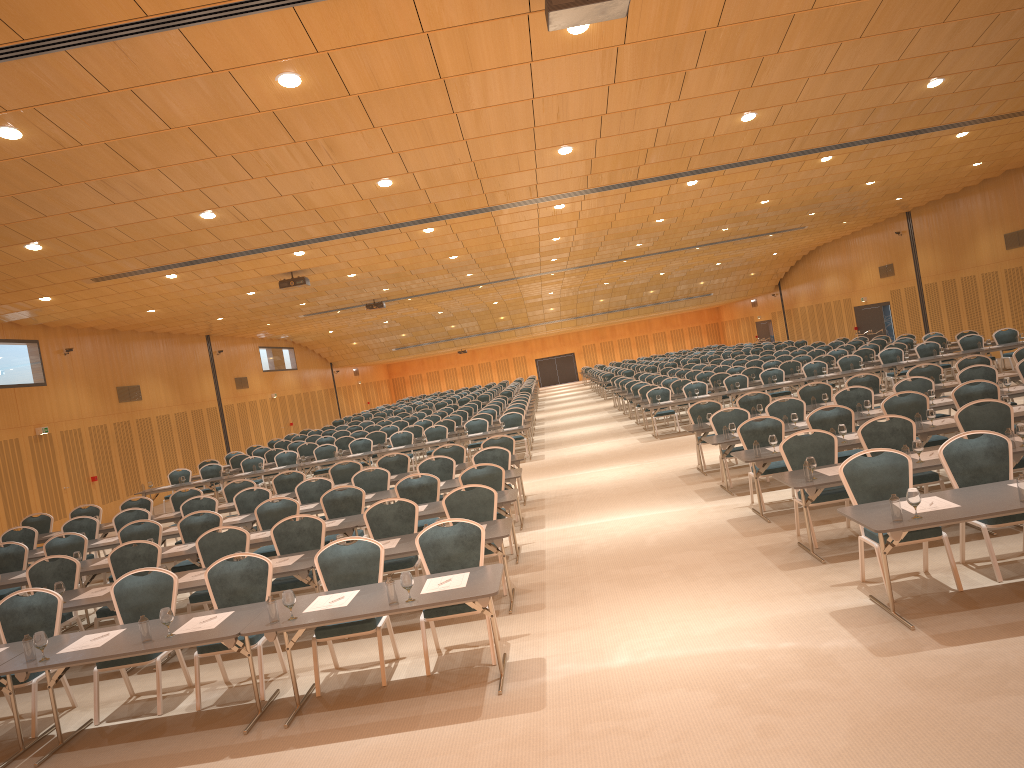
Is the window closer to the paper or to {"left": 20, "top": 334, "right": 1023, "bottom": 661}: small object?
{"left": 20, "top": 334, "right": 1023, "bottom": 661}: small object

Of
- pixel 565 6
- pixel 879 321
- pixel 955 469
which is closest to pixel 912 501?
pixel 955 469

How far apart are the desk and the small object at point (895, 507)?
0.0m

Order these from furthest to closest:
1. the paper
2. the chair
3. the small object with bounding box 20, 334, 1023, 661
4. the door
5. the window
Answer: the door → the window → the chair → the paper → the small object with bounding box 20, 334, 1023, 661

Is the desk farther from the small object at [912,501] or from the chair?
the chair

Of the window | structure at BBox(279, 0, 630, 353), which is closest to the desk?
structure at BBox(279, 0, 630, 353)

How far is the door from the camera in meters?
34.5

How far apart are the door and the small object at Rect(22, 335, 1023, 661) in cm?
2609

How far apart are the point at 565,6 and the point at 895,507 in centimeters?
425cm

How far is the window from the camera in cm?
3363
